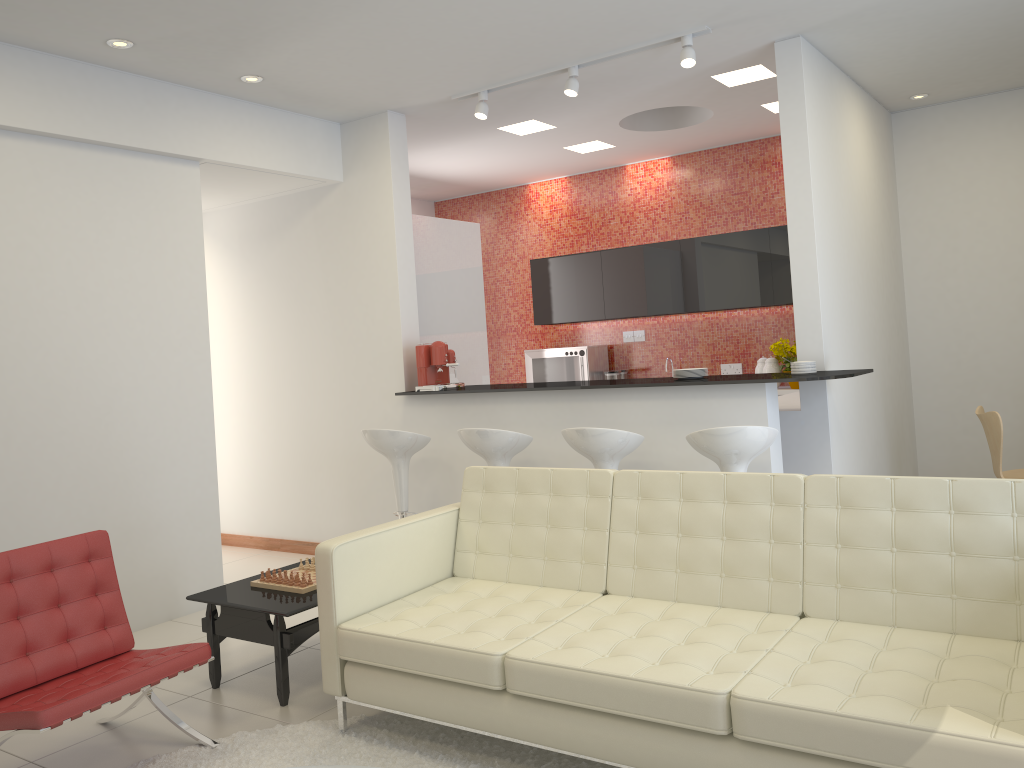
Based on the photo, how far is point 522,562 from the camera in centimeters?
385cm

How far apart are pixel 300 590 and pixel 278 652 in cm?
31

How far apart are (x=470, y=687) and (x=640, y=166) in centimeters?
634cm

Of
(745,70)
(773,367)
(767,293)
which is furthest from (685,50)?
(773,367)

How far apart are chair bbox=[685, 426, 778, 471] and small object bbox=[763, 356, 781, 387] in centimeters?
320cm

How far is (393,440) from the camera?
5.58m

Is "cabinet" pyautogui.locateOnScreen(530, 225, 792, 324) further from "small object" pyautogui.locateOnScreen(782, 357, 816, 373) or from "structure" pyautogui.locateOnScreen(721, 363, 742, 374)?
"small object" pyautogui.locateOnScreen(782, 357, 816, 373)

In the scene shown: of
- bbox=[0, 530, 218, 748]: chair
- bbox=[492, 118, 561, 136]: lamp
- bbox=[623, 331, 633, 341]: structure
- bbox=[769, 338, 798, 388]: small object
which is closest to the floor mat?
bbox=[0, 530, 218, 748]: chair

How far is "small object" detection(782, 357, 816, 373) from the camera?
5.0m

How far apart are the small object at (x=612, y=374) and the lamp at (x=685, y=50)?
3.23m
